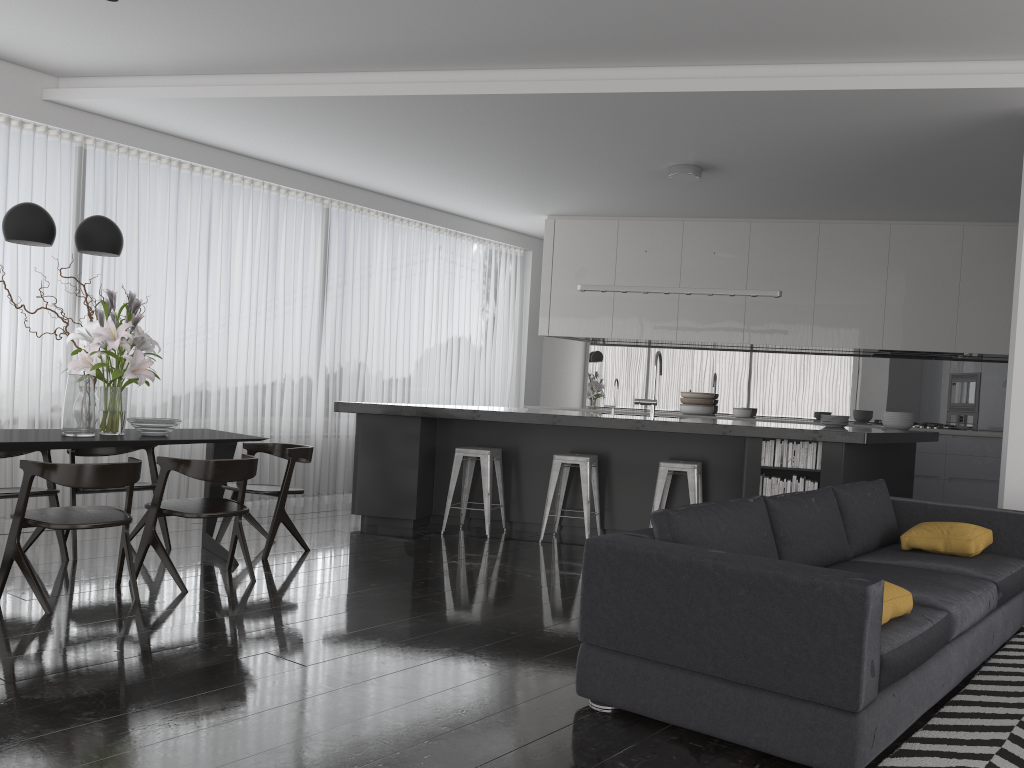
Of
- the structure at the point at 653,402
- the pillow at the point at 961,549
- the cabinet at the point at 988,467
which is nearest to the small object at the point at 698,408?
the cabinet at the point at 988,467

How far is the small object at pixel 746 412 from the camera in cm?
882

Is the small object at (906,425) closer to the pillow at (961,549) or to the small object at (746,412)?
the small object at (746,412)

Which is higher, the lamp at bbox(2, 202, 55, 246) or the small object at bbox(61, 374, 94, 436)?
the lamp at bbox(2, 202, 55, 246)

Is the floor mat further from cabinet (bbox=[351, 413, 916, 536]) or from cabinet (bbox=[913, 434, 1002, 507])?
cabinet (bbox=[913, 434, 1002, 507])

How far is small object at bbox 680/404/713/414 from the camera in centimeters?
919cm

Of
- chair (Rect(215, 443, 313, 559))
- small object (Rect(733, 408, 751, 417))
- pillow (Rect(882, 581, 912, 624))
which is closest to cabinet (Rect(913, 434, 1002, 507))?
small object (Rect(733, 408, 751, 417))

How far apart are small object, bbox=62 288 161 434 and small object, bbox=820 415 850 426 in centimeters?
493cm

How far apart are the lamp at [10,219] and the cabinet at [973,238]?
5.5 meters

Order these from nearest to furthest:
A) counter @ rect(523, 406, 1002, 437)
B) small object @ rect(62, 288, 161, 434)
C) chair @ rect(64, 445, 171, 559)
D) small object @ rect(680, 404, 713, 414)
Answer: small object @ rect(62, 288, 161, 434), chair @ rect(64, 445, 171, 559), counter @ rect(523, 406, 1002, 437), small object @ rect(680, 404, 713, 414)
